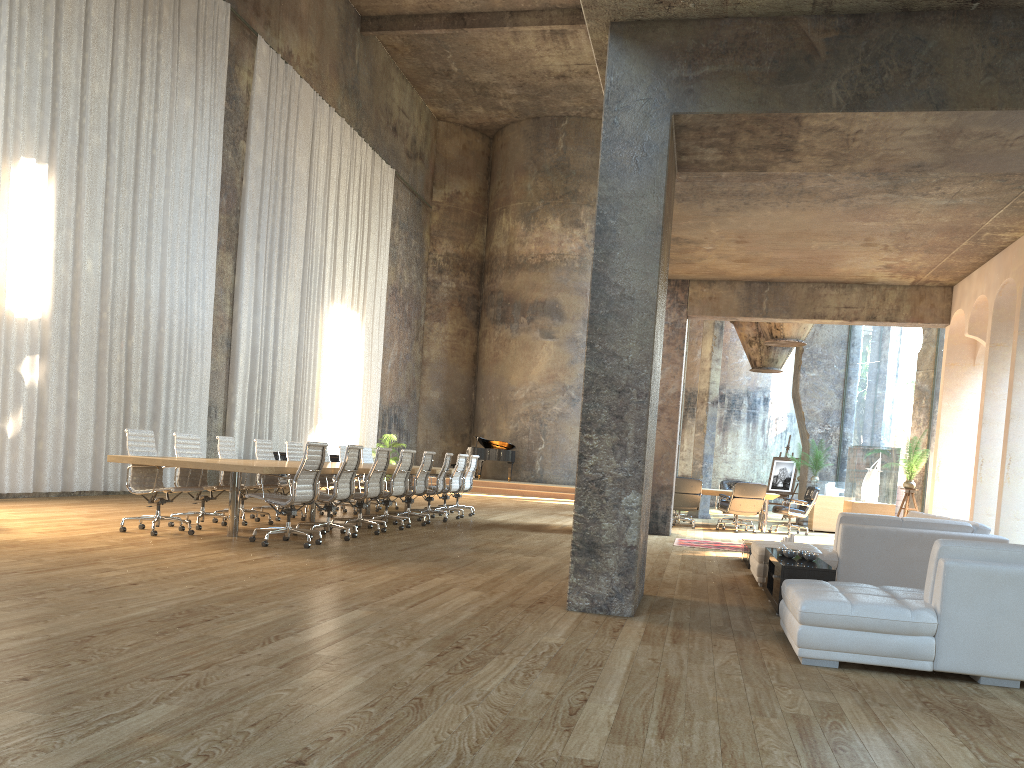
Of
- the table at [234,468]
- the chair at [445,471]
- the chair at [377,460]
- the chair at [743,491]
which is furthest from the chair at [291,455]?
the chair at [743,491]

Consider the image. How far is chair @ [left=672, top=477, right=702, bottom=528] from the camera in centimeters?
1518cm

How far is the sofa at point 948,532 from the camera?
7.5 meters

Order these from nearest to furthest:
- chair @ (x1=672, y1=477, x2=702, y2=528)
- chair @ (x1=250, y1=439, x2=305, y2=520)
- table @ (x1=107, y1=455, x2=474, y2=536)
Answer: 1. table @ (x1=107, y1=455, x2=474, y2=536)
2. chair @ (x1=250, y1=439, x2=305, y2=520)
3. chair @ (x1=672, y1=477, x2=702, y2=528)

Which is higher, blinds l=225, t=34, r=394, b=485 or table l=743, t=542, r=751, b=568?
blinds l=225, t=34, r=394, b=485

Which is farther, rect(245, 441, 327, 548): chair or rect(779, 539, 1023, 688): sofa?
rect(245, 441, 327, 548): chair

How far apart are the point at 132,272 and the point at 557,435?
15.7 meters

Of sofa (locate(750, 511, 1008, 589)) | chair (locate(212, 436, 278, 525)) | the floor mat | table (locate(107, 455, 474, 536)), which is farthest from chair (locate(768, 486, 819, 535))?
chair (locate(212, 436, 278, 525))

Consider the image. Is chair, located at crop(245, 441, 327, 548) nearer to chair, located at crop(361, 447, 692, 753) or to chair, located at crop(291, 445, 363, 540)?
chair, located at crop(291, 445, 363, 540)

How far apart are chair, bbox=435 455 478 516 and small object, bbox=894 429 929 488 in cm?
672
